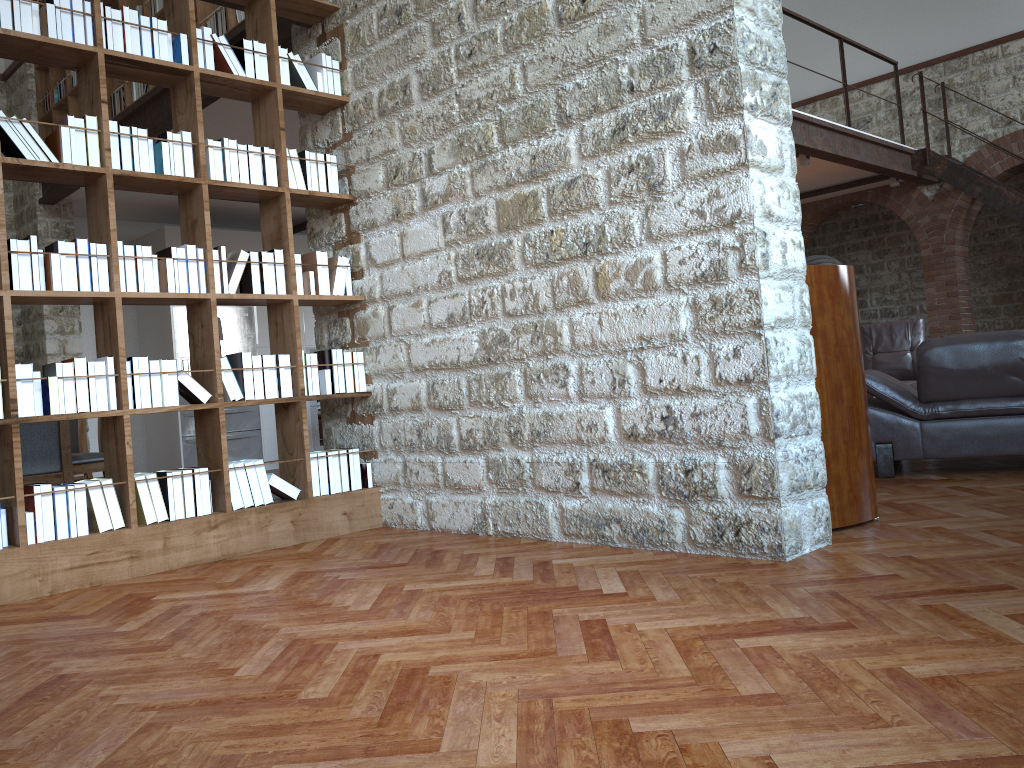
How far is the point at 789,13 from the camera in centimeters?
874cm

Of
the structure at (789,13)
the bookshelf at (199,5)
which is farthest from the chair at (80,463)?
the structure at (789,13)

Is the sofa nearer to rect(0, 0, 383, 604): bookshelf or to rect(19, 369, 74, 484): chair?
rect(0, 0, 383, 604): bookshelf

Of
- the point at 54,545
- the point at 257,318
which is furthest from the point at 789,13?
the point at 54,545

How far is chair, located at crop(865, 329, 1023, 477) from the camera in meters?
4.7 m

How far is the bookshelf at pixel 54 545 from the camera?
3.61m

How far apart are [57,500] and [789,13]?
8.01m

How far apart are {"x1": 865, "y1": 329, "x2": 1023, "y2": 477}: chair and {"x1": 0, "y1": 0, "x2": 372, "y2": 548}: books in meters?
2.8

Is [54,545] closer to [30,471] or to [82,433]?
[30,471]

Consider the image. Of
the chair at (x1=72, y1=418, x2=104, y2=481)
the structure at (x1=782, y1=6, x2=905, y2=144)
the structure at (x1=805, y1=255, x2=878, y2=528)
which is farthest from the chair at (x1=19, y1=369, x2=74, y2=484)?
the structure at (x1=782, y1=6, x2=905, y2=144)
